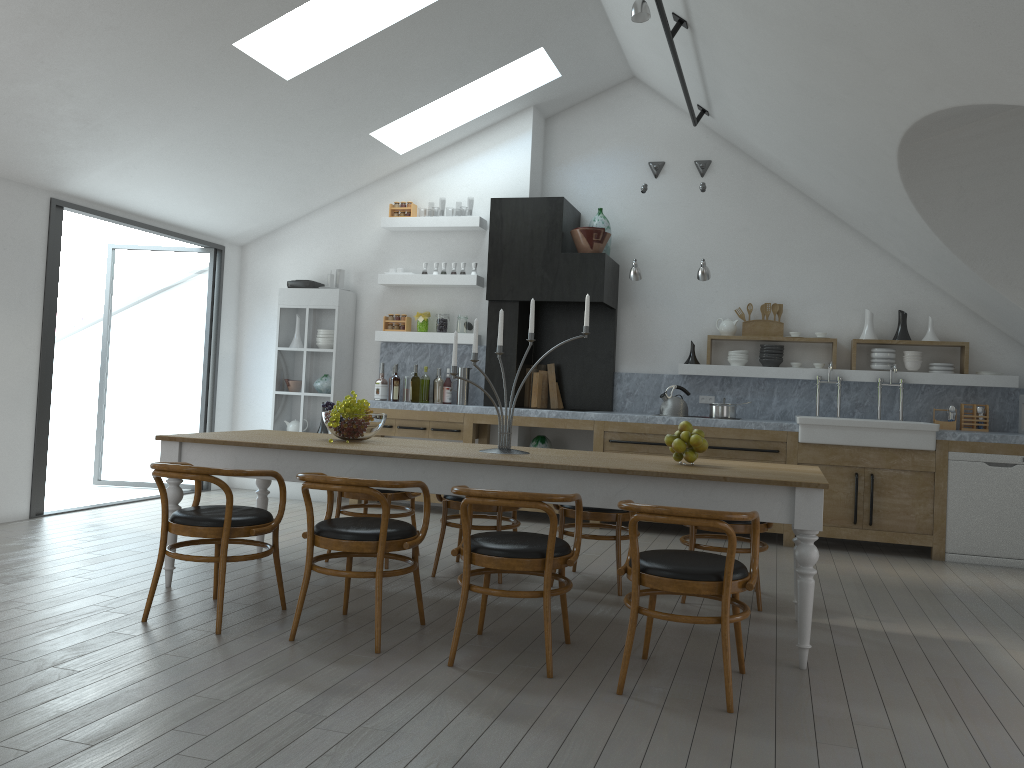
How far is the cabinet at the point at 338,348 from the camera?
8.32m

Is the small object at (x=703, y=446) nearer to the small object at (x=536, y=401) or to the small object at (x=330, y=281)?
the small object at (x=536, y=401)

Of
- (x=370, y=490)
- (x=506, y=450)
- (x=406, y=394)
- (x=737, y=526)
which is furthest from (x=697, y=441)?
(x=406, y=394)

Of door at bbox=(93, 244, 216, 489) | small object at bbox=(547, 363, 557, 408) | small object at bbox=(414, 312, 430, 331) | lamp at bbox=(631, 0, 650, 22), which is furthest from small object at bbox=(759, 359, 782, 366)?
door at bbox=(93, 244, 216, 489)

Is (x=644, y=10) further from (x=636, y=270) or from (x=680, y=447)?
(x=636, y=270)

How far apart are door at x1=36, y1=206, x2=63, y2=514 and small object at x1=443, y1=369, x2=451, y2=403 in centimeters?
323cm

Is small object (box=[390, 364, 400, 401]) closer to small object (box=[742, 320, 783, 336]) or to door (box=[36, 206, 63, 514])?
door (box=[36, 206, 63, 514])

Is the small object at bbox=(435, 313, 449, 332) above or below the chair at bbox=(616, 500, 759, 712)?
above

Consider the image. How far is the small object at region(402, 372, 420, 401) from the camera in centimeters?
818cm

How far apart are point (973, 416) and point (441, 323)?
4.6m
